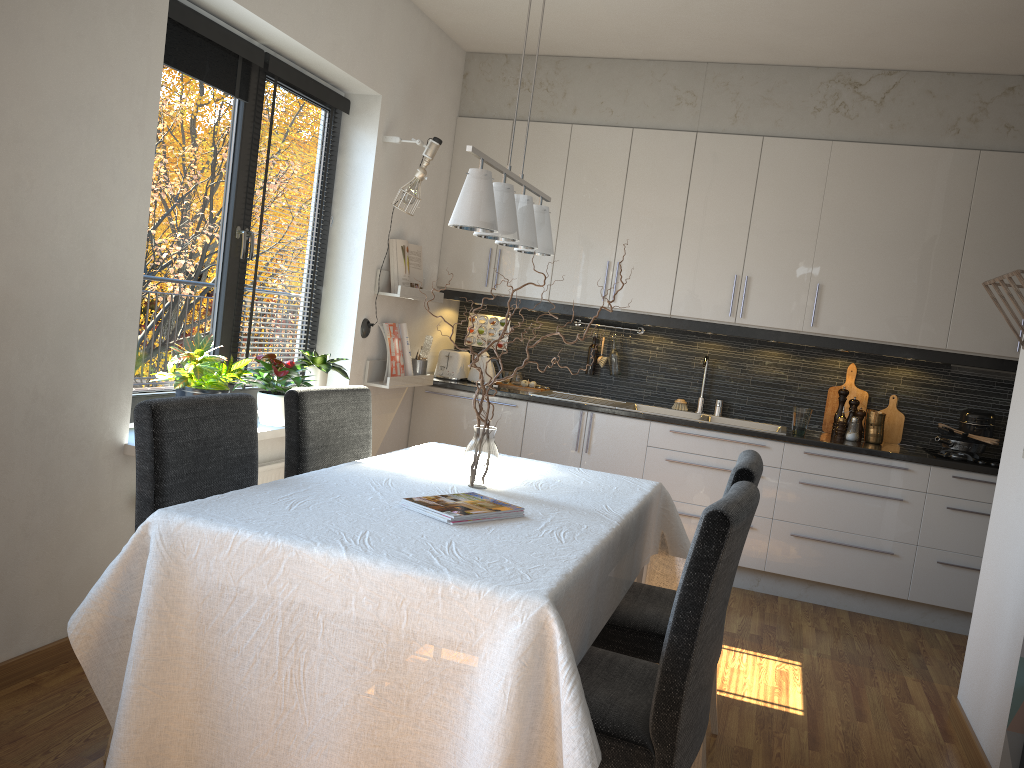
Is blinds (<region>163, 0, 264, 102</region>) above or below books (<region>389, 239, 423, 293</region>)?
above

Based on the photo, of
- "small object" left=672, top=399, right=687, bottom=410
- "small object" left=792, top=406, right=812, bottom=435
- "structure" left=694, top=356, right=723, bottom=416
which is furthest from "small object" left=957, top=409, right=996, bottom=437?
"small object" left=672, top=399, right=687, bottom=410

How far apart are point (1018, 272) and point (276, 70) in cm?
292

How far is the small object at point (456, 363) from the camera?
5.3m

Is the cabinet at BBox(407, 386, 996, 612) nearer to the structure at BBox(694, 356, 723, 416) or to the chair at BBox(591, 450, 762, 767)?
the structure at BBox(694, 356, 723, 416)

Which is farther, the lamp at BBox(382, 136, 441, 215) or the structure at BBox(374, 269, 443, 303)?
the structure at BBox(374, 269, 443, 303)

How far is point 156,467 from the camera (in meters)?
2.22

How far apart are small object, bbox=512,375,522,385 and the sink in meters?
0.2 m

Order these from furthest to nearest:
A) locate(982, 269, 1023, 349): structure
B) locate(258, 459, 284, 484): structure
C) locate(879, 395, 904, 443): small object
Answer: locate(879, 395, 904, 443): small object → locate(258, 459, 284, 484): structure → locate(982, 269, 1023, 349): structure

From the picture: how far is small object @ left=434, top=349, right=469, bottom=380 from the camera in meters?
5.3
